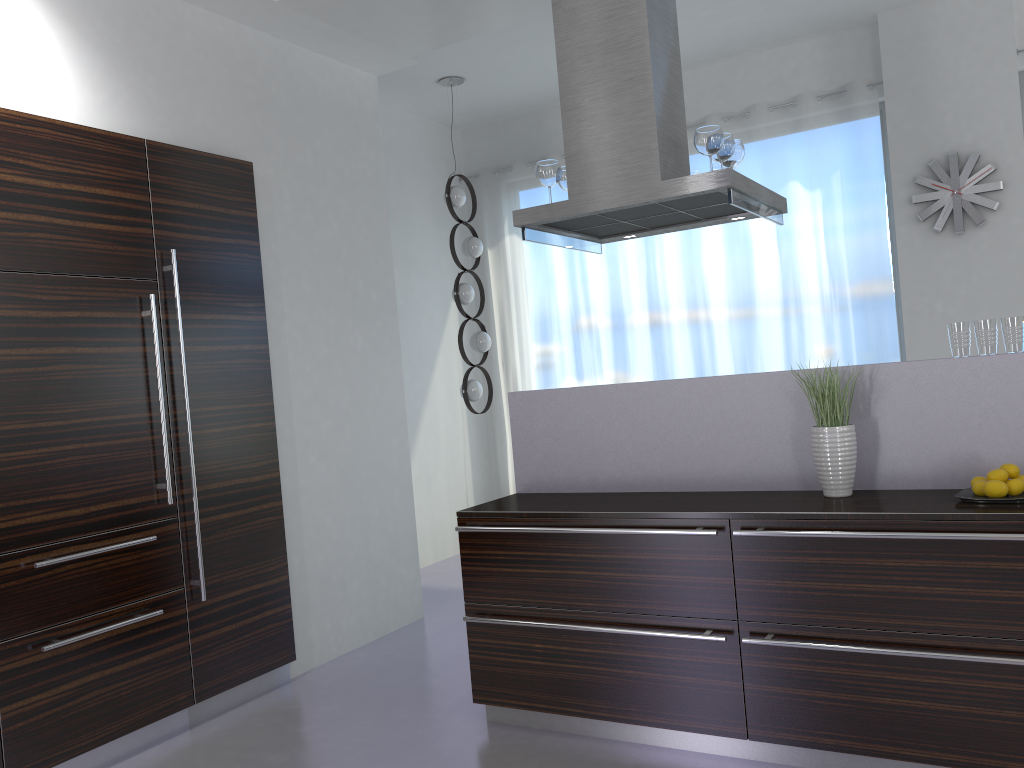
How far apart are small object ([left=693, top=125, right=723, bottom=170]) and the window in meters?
2.9

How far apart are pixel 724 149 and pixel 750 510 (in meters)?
1.63

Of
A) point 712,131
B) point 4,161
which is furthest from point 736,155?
point 4,161

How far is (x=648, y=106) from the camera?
3.6 meters

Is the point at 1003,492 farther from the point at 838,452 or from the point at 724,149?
the point at 724,149

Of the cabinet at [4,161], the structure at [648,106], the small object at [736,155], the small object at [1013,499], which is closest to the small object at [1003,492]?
the small object at [1013,499]

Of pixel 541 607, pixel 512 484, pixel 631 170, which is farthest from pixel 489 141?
pixel 541 607

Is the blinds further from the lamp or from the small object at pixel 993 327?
the small object at pixel 993 327

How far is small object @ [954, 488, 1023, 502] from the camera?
2.6 meters

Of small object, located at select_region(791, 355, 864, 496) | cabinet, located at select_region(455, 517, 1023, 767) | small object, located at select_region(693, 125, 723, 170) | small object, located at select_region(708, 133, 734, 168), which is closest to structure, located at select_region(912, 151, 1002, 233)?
small object, located at select_region(708, 133, 734, 168)
